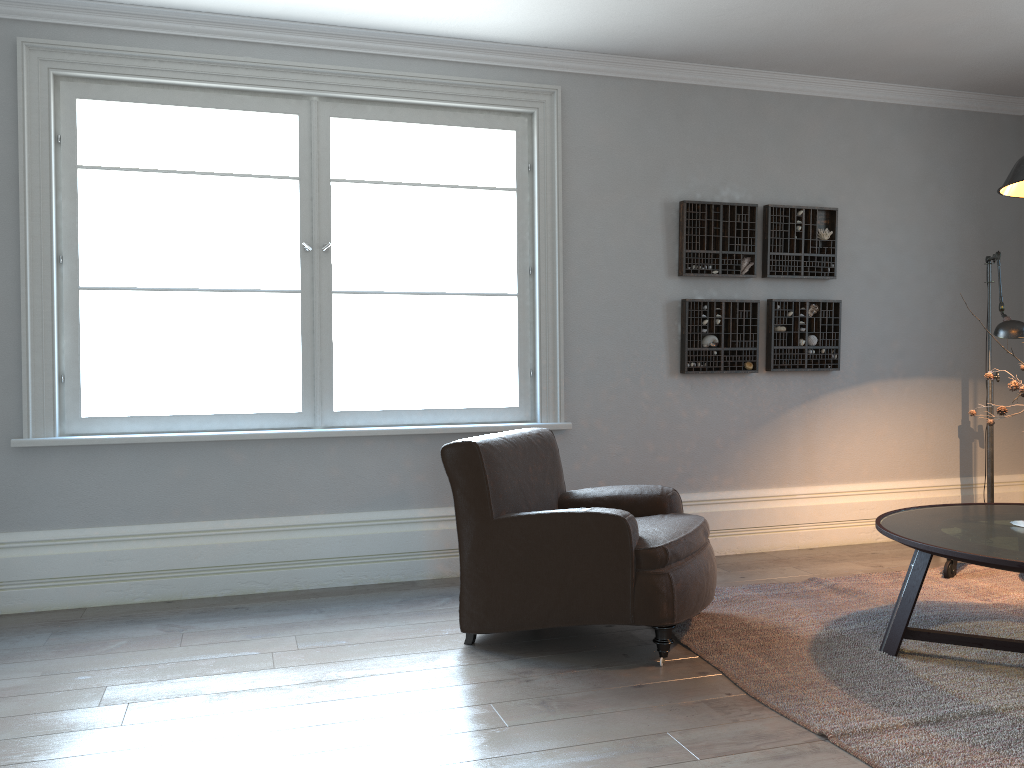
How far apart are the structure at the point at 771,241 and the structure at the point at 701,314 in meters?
0.2

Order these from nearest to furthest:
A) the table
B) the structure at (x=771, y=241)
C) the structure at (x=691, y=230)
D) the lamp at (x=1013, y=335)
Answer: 1. the table
2. the lamp at (x=1013, y=335)
3. the structure at (x=691, y=230)
4. the structure at (x=771, y=241)

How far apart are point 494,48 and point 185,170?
1.7m

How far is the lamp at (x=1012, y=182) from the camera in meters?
3.0

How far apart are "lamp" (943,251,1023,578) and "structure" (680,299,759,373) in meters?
A: 1.2 m

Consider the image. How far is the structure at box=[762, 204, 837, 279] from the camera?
5.1 meters

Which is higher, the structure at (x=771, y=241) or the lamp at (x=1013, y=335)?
A: the structure at (x=771, y=241)

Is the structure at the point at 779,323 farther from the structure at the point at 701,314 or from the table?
the table

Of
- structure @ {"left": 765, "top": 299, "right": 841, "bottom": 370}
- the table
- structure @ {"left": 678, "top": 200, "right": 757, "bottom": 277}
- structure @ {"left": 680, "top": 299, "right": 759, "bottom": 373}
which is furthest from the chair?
structure @ {"left": 765, "top": 299, "right": 841, "bottom": 370}

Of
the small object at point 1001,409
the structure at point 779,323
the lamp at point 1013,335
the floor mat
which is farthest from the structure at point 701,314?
the small object at point 1001,409
